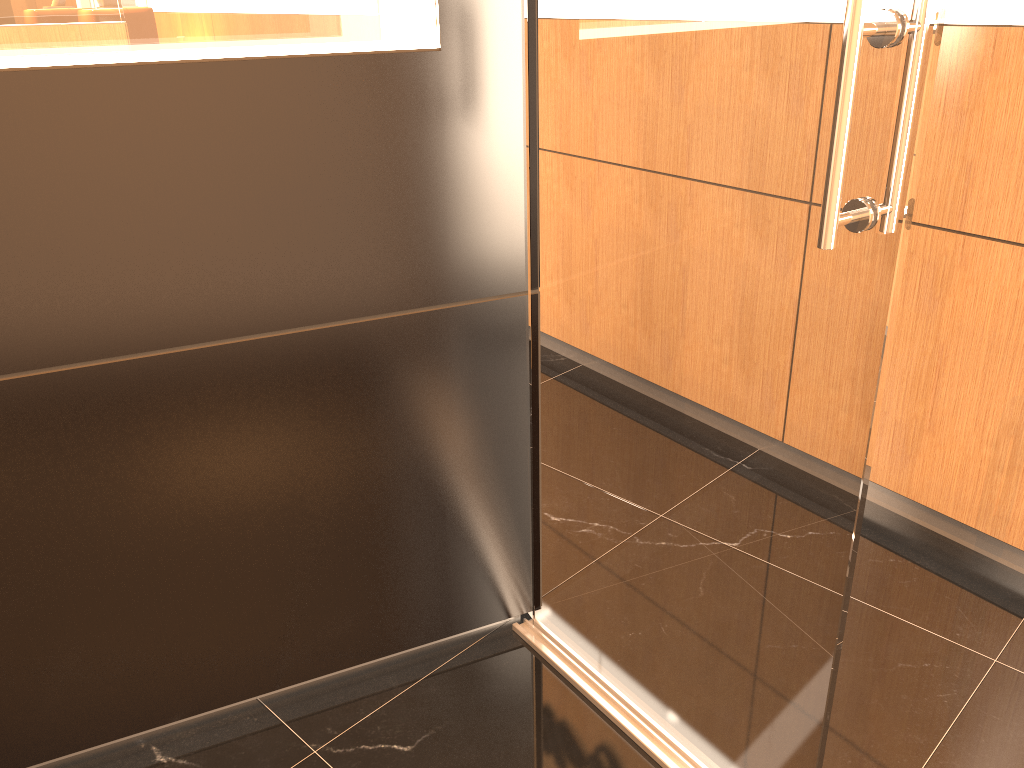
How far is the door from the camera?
1.3 meters

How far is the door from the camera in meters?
1.3 m
